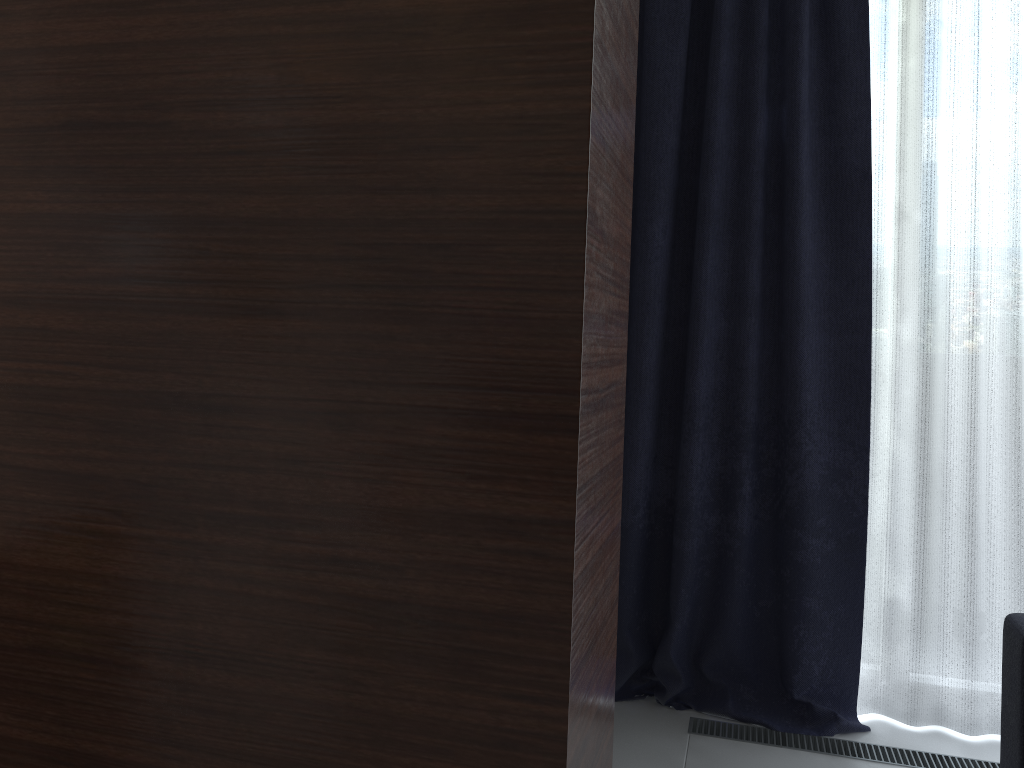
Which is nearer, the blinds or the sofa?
the sofa

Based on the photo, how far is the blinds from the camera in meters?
2.6 m

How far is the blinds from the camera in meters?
2.6 m

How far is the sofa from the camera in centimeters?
203cm

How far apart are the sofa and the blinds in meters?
0.5 m

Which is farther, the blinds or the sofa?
the blinds

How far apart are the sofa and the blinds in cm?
49
